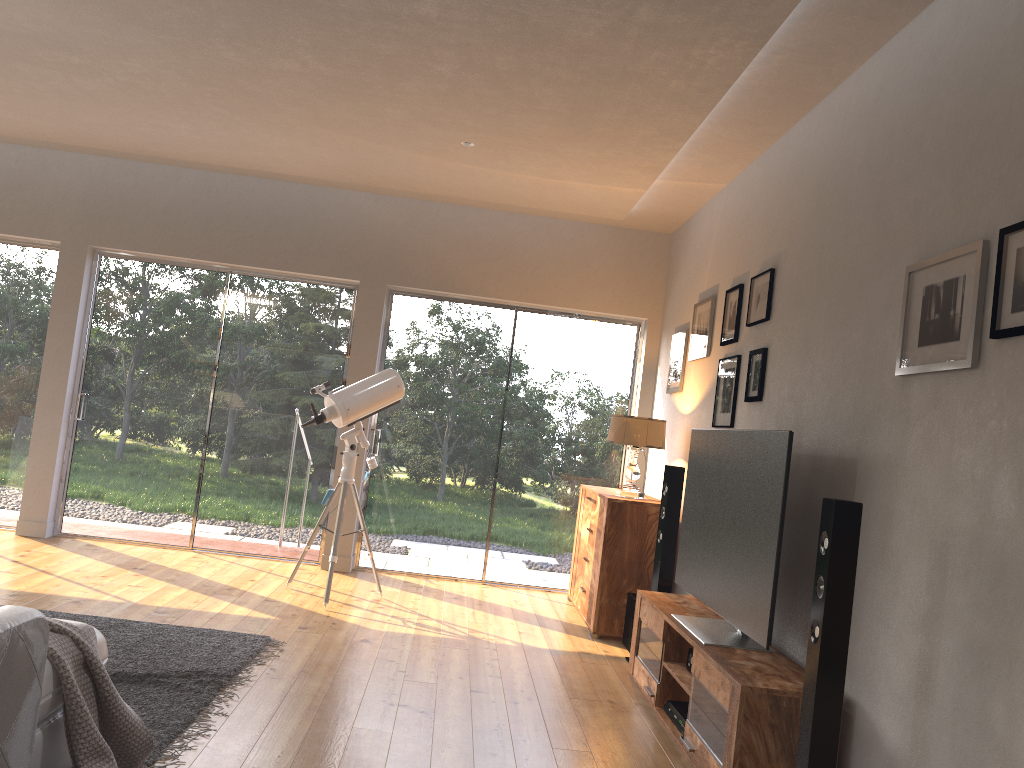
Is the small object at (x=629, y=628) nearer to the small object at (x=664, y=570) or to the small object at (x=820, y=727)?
the small object at (x=664, y=570)

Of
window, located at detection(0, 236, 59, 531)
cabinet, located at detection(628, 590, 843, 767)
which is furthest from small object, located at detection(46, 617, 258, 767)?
window, located at detection(0, 236, 59, 531)

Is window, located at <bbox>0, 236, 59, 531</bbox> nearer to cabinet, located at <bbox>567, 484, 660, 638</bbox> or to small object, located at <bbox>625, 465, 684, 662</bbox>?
cabinet, located at <bbox>567, 484, 660, 638</bbox>

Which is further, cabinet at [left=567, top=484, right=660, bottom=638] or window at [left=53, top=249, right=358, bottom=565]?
window at [left=53, top=249, right=358, bottom=565]

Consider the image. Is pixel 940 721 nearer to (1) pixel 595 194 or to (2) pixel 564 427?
(1) pixel 595 194

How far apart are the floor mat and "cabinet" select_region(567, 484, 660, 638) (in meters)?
1.95

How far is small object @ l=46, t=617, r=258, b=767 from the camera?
2.3m

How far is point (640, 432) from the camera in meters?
5.4 m

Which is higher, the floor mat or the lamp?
the lamp

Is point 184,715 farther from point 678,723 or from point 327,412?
point 327,412
